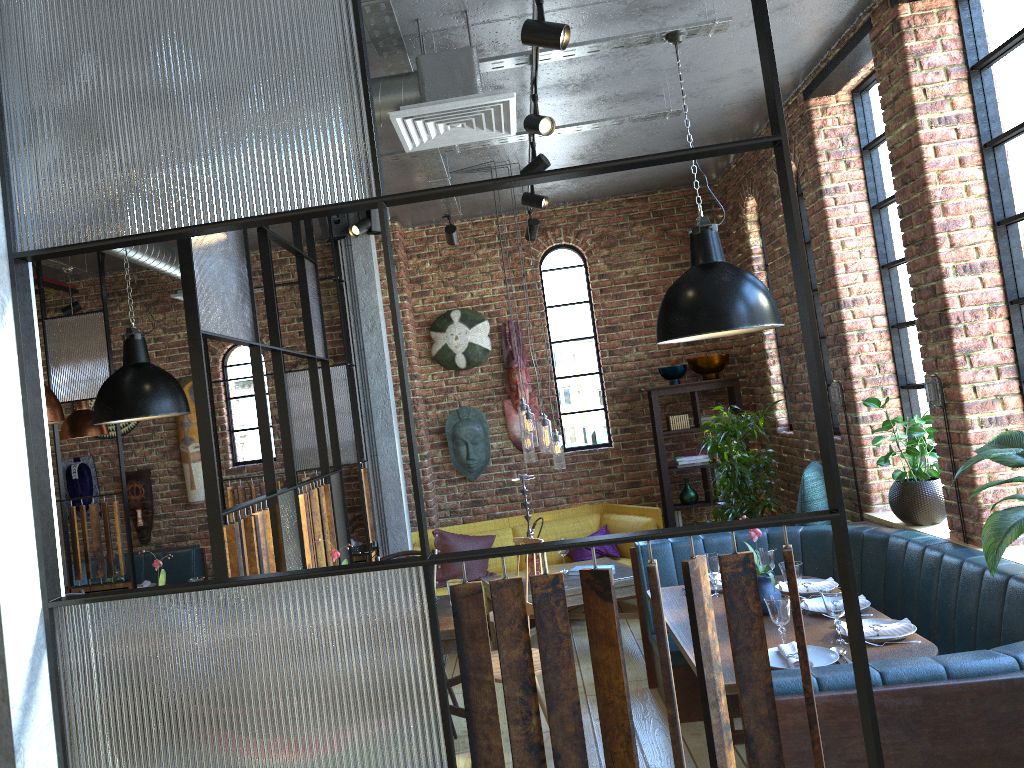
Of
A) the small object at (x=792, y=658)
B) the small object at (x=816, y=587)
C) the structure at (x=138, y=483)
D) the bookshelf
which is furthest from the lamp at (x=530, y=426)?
the structure at (x=138, y=483)

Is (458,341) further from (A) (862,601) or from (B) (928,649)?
(B) (928,649)

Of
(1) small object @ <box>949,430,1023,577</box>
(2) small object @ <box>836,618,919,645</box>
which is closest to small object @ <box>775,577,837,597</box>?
(2) small object @ <box>836,618,919,645</box>

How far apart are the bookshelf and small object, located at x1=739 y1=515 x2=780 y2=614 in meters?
3.2

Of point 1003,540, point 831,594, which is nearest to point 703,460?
point 831,594

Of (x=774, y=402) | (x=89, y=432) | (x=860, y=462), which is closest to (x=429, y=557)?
(x=860, y=462)

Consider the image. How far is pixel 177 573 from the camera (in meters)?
7.32

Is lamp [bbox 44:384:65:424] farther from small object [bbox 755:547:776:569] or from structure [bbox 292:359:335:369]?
structure [bbox 292:359:335:369]

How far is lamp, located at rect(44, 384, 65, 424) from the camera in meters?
3.5 m

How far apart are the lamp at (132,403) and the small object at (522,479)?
2.1 meters
